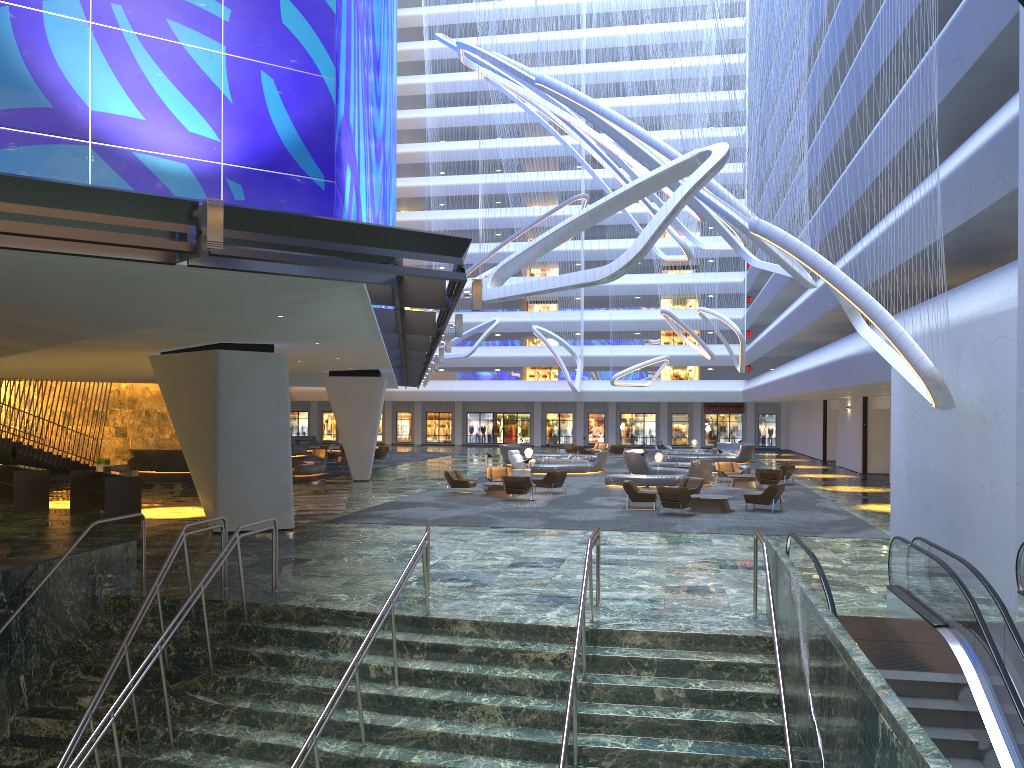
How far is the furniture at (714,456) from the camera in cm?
4573

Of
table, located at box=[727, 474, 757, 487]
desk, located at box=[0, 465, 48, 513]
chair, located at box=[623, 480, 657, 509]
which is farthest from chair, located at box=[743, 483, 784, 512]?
desk, located at box=[0, 465, 48, 513]

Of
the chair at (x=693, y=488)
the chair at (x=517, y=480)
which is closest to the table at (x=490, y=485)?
the chair at (x=517, y=480)

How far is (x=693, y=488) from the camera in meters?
25.5 m

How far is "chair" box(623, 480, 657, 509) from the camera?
24.11m

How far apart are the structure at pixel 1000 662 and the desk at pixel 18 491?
19.41m

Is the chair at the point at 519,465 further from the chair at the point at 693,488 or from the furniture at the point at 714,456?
the chair at the point at 693,488

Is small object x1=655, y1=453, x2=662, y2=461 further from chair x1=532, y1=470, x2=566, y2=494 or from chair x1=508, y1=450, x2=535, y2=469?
chair x1=532, y1=470, x2=566, y2=494

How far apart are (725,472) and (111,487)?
22.25m

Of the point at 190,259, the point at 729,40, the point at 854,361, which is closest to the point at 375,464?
the point at 729,40
